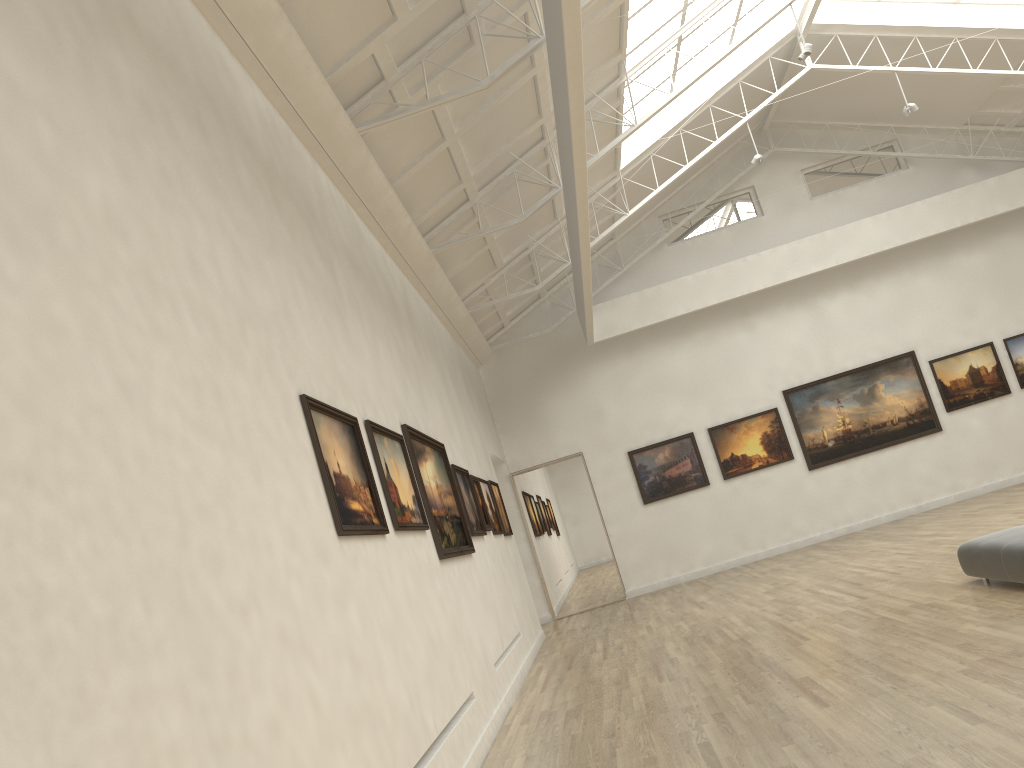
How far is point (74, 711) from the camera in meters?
4.1
